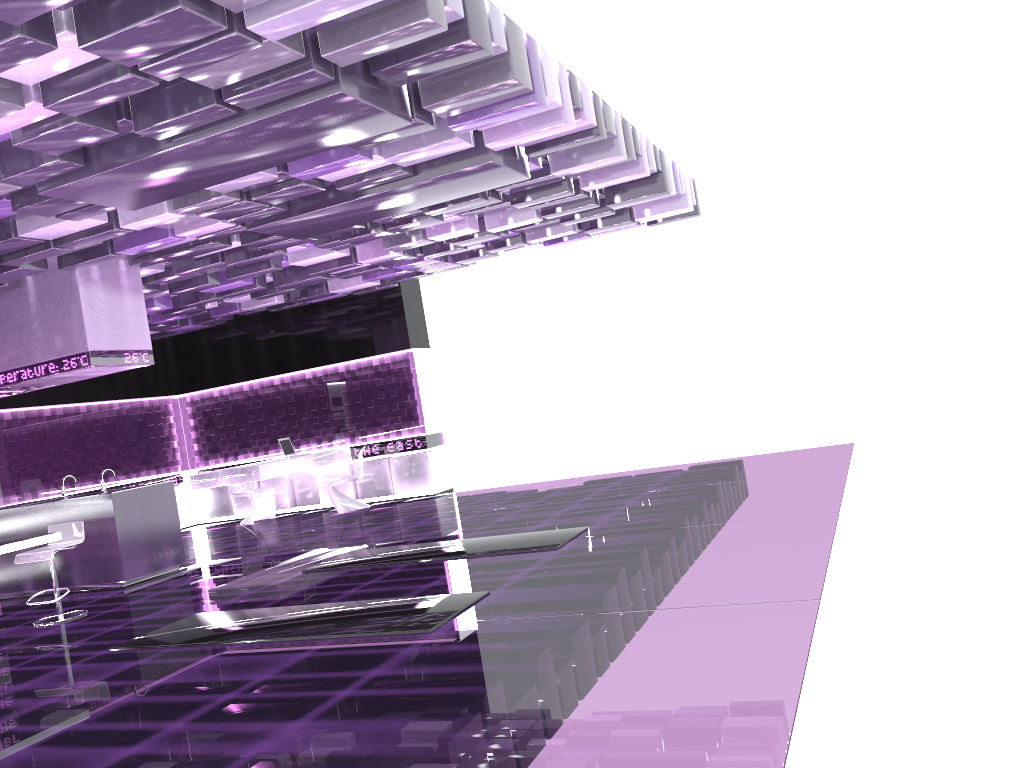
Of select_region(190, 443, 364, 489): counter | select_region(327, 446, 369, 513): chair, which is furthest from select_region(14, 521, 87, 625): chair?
select_region(327, 446, 369, 513): chair

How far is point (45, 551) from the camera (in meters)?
7.06

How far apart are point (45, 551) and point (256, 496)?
5.82m

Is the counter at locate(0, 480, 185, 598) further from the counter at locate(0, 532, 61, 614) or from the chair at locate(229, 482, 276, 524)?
the chair at locate(229, 482, 276, 524)

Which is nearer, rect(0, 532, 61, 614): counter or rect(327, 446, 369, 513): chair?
rect(0, 532, 61, 614): counter

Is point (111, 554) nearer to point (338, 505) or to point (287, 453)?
point (338, 505)

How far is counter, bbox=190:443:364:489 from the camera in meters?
11.4

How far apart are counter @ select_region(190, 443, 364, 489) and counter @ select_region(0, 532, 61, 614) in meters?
4.5 m

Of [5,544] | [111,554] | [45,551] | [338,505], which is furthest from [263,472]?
[5,544]

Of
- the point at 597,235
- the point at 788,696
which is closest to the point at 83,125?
the point at 788,696
